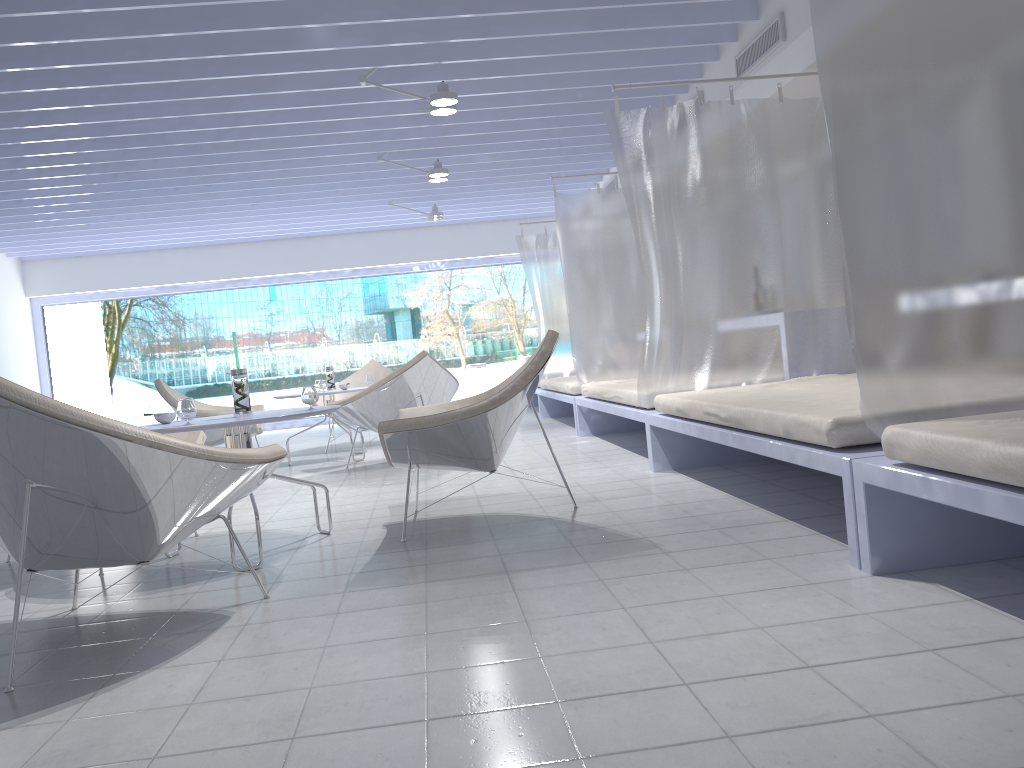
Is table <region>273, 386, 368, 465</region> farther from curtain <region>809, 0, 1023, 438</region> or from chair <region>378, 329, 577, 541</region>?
curtain <region>809, 0, 1023, 438</region>

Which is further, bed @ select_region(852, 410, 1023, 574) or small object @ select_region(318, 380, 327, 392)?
small object @ select_region(318, 380, 327, 392)

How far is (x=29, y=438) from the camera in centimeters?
214cm

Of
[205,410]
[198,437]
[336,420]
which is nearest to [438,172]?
[336,420]

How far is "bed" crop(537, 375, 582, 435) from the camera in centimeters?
700cm

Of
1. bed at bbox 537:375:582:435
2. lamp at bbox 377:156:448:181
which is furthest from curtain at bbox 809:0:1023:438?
lamp at bbox 377:156:448:181

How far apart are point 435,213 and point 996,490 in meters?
8.2 m

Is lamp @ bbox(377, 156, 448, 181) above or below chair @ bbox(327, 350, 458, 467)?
above

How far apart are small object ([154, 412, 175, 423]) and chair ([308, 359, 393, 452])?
4.5 meters

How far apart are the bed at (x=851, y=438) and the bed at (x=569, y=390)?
2.4m
